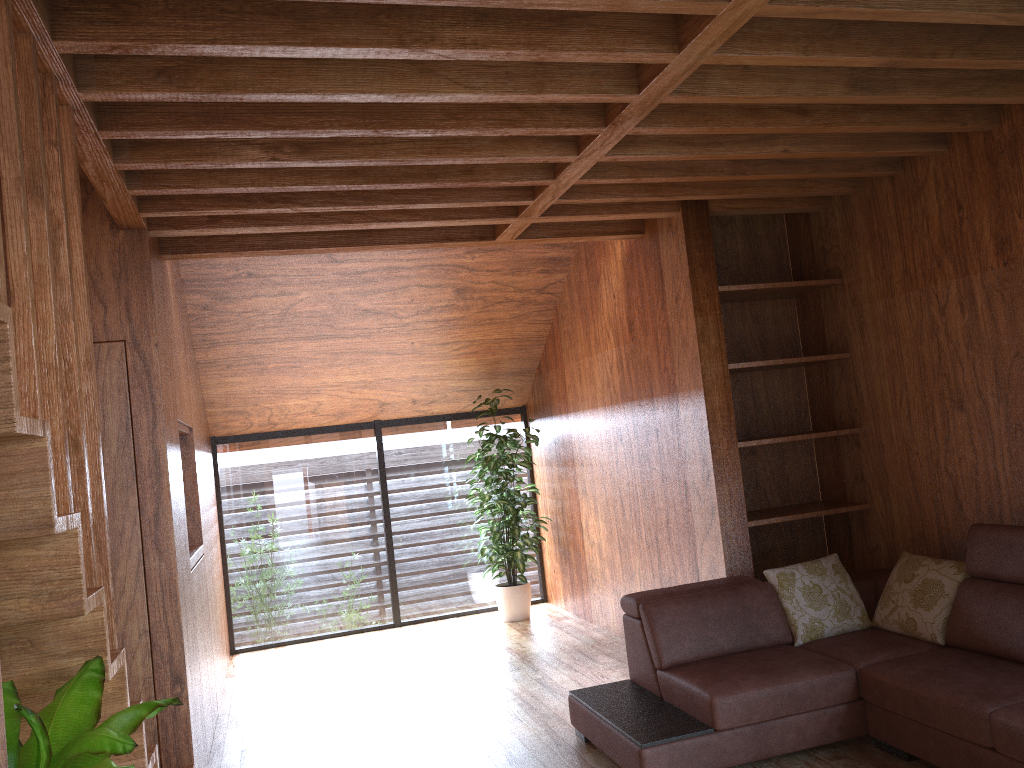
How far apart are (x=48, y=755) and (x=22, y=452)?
0.53m

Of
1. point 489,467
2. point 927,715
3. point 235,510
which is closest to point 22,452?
point 927,715

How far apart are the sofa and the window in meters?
3.1 m

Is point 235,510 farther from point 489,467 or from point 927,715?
point 927,715

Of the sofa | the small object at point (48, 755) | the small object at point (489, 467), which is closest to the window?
the small object at point (489, 467)

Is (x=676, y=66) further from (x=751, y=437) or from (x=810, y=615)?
(x=751, y=437)

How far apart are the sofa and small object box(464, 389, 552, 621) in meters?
2.3

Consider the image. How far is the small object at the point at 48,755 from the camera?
1.5 meters

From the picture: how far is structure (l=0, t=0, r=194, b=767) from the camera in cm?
161

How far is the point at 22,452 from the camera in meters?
1.6
